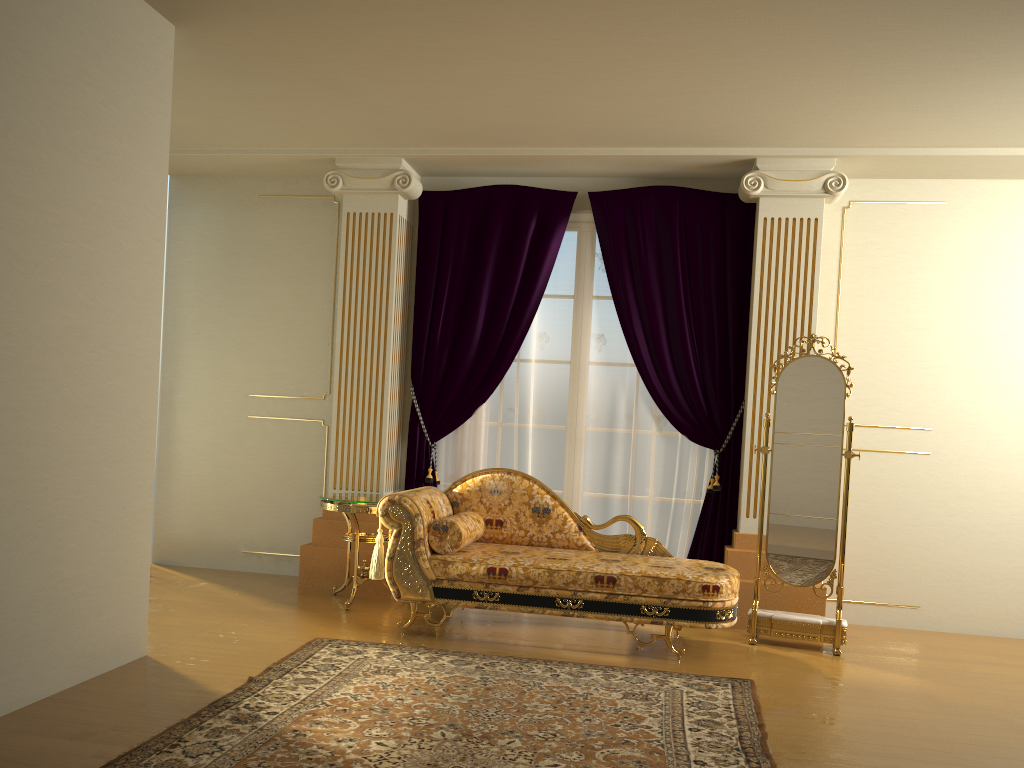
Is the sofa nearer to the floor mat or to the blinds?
the floor mat

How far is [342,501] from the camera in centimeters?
501cm

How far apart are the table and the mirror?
2.10m

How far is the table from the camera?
5.0 meters

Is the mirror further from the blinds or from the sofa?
the blinds

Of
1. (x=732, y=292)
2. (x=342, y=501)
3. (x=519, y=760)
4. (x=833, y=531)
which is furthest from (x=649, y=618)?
(x=732, y=292)

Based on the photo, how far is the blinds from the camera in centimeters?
542cm

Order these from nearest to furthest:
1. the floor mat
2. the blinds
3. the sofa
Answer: the floor mat < the sofa < the blinds

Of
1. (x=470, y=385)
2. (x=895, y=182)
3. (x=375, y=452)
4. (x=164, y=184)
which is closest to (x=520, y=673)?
(x=375, y=452)

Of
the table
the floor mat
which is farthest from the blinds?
the floor mat
